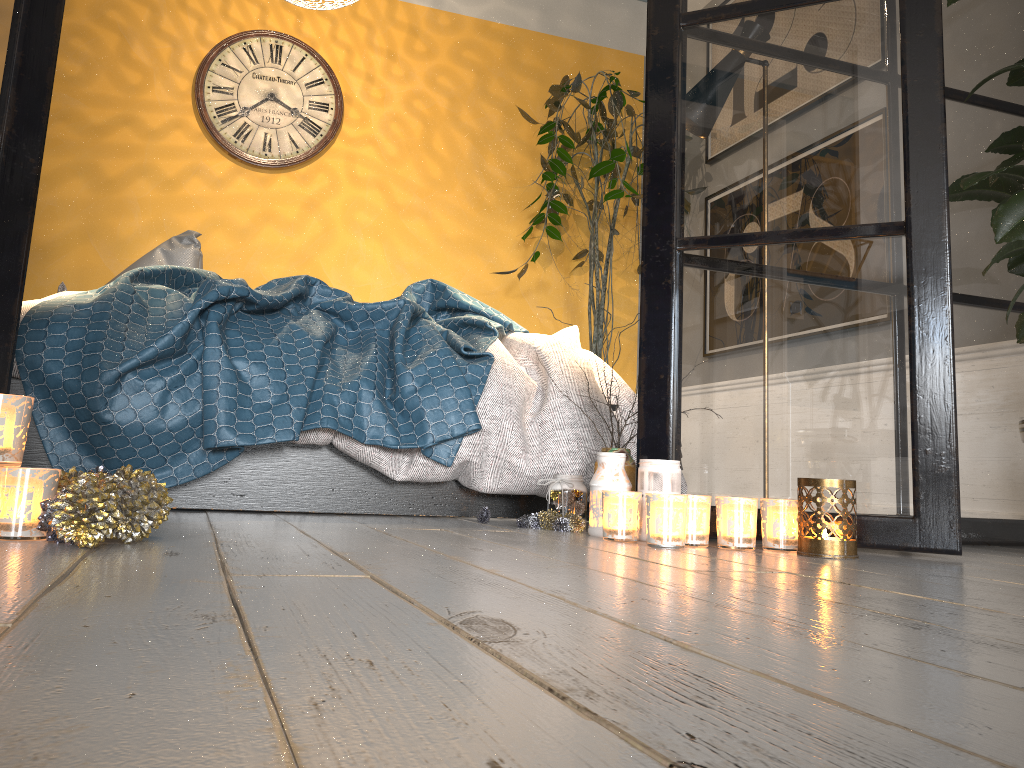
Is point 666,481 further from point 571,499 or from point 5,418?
point 5,418

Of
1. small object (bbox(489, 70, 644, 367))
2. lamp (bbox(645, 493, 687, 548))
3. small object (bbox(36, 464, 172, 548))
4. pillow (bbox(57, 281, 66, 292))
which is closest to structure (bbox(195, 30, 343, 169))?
small object (bbox(489, 70, 644, 367))

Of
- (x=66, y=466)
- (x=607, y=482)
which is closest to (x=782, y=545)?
(x=607, y=482)

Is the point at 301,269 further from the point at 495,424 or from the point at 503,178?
the point at 495,424

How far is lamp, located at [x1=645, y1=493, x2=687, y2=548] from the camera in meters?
1.6 m

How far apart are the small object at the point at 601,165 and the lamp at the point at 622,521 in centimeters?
237cm

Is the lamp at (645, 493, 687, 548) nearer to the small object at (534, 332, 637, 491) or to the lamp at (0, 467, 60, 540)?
the small object at (534, 332, 637, 491)

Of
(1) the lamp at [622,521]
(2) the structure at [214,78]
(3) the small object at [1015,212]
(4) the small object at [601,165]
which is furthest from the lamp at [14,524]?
(2) the structure at [214,78]

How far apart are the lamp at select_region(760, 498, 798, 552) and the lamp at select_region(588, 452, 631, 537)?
0.3 meters

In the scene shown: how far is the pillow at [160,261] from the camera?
3.3 meters
